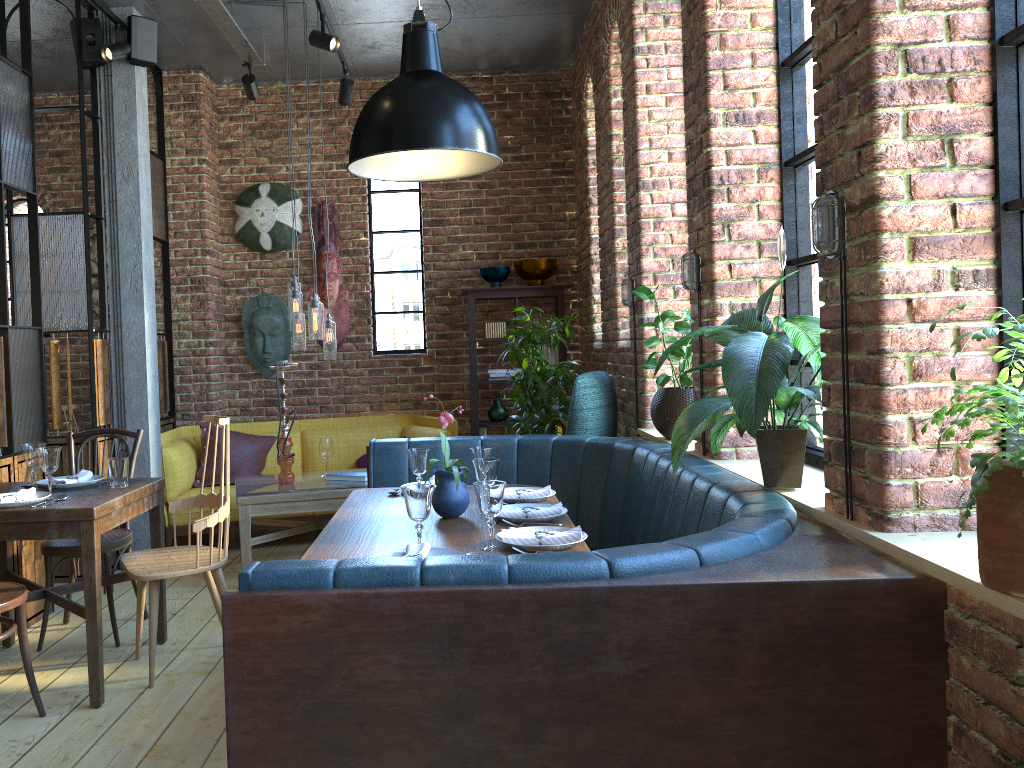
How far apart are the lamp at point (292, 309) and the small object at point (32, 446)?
1.7m

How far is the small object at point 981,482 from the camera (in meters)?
1.42

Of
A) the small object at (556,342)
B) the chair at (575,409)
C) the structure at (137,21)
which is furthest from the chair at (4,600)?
the structure at (137,21)

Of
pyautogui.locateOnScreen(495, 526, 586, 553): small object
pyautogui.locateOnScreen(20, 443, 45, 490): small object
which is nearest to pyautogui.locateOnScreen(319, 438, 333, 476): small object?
pyautogui.locateOnScreen(20, 443, 45, 490): small object

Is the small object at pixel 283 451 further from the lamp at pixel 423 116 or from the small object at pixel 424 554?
the small object at pixel 424 554

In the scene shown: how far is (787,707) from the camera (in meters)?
1.71

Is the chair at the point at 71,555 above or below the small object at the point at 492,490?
below

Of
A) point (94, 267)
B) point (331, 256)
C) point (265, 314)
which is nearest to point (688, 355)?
point (331, 256)

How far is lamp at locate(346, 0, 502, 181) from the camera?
2.7m

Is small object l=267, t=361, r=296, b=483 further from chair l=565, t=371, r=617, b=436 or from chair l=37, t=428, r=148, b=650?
chair l=565, t=371, r=617, b=436
